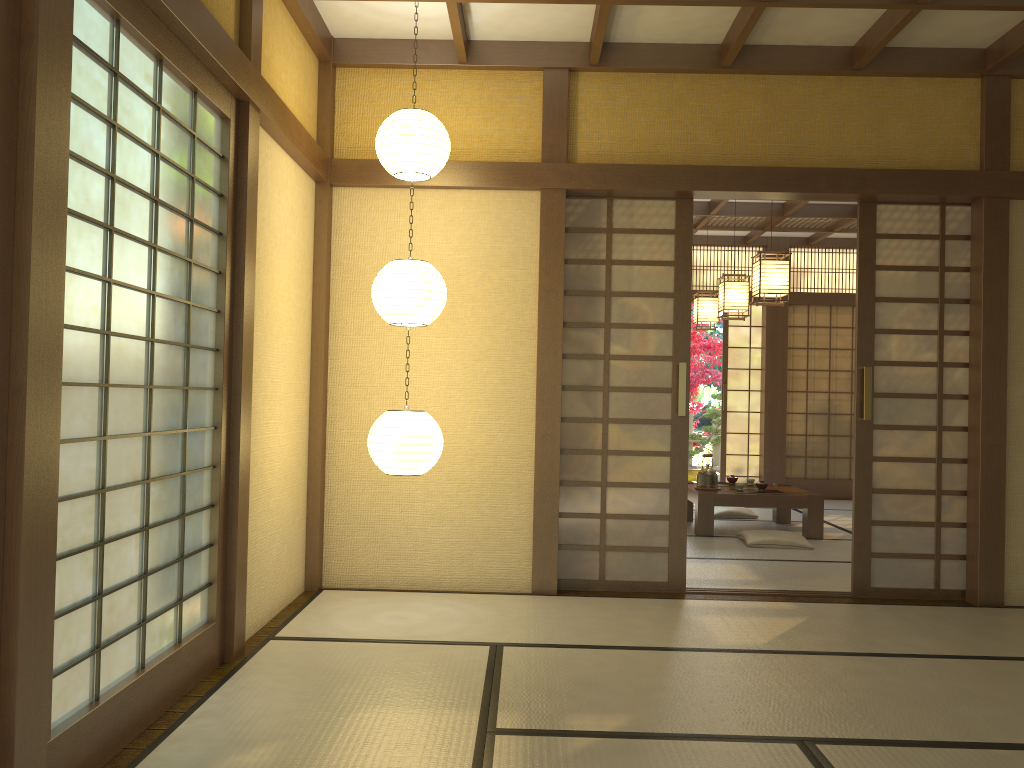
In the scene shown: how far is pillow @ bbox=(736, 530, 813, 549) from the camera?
6.5 meters

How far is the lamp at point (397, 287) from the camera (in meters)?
4.09

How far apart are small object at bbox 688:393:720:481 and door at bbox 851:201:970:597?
7.0 meters

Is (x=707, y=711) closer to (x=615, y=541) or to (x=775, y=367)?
(x=615, y=541)

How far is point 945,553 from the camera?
4.99m

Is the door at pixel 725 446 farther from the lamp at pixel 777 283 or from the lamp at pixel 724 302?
the lamp at pixel 777 283

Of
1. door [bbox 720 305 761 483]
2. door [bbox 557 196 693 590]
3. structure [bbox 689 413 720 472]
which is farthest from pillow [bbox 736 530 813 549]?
structure [bbox 689 413 720 472]

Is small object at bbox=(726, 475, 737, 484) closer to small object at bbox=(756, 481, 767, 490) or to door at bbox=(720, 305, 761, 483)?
small object at bbox=(756, 481, 767, 490)

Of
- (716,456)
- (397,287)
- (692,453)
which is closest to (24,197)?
(397,287)

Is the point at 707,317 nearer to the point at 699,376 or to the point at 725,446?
the point at 725,446
